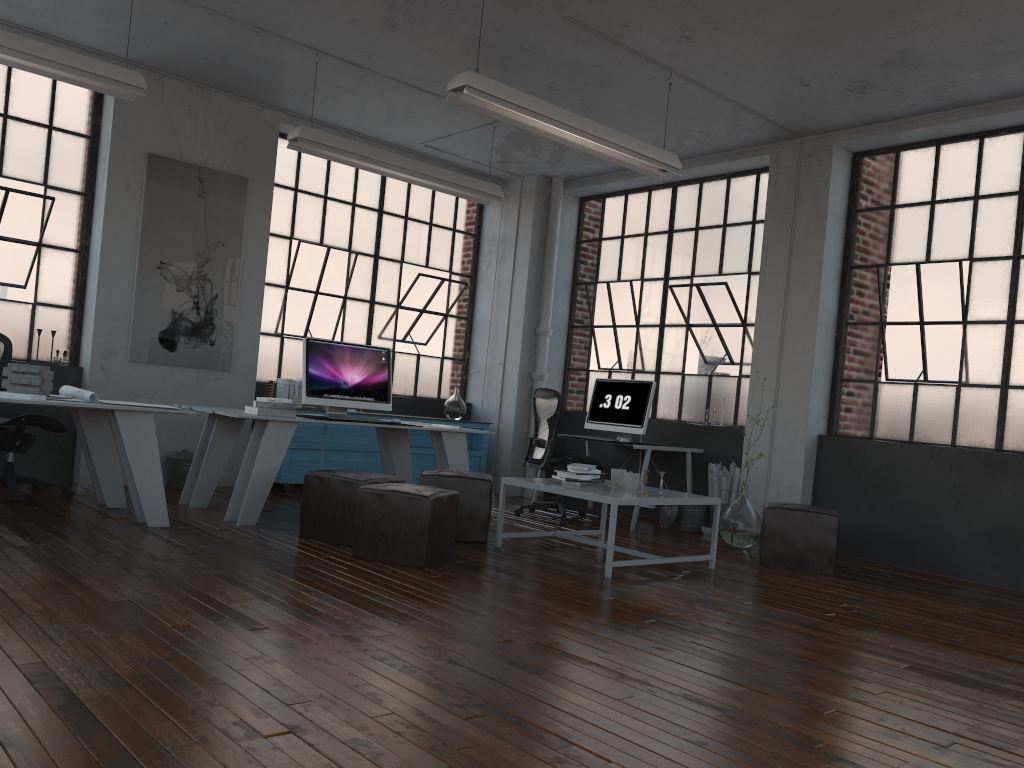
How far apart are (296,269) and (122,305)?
1.7m

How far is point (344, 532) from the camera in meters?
5.1

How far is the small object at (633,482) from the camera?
5.41m

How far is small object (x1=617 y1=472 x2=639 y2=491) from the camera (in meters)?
5.41

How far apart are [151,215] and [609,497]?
4.5 meters

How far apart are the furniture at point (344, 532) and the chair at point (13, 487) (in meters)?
1.92

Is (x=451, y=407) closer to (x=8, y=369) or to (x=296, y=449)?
(x=296, y=449)

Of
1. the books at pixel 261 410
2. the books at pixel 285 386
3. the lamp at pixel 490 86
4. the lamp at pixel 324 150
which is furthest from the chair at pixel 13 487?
the lamp at pixel 490 86

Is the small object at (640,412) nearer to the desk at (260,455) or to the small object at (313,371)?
the desk at (260,455)

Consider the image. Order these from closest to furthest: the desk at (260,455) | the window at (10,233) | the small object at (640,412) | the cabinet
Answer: the desk at (260,455) < the window at (10,233) < the cabinet < the small object at (640,412)
